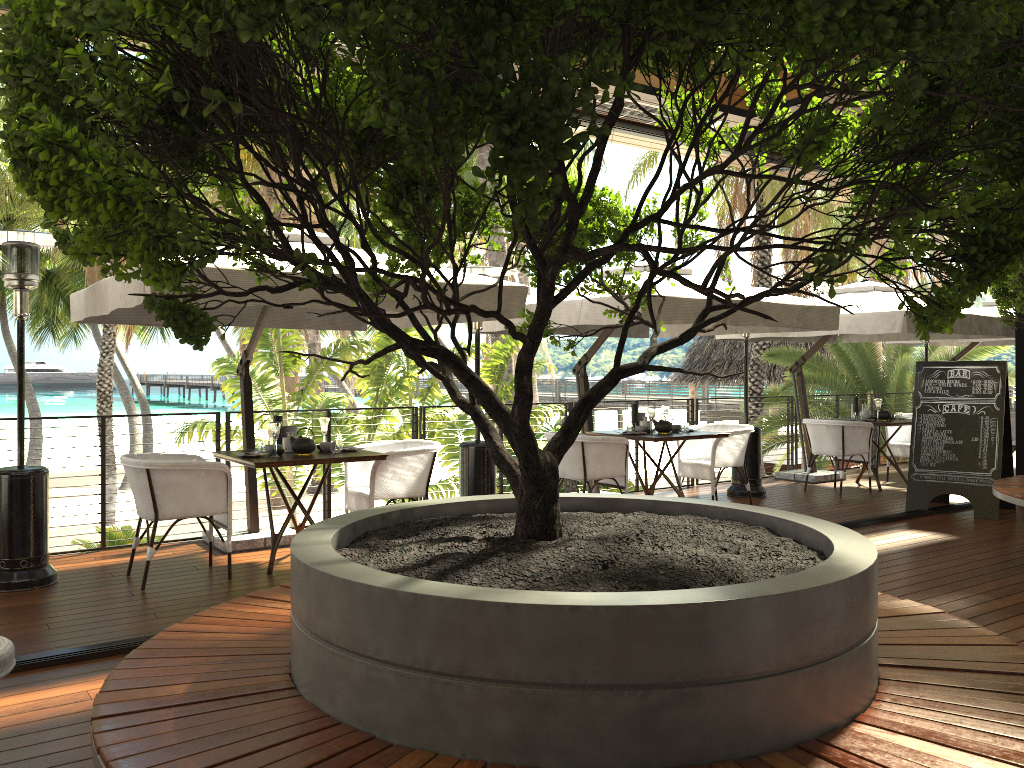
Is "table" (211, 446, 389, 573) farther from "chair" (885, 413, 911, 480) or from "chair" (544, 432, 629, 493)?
"chair" (885, 413, 911, 480)

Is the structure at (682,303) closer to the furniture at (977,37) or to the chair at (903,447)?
the furniture at (977,37)

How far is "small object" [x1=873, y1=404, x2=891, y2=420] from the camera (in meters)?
9.77

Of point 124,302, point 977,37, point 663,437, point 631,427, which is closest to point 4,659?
point 977,37

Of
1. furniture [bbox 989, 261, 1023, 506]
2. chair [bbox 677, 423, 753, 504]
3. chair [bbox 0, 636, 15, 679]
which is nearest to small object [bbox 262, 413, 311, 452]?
chair [bbox 677, 423, 753, 504]

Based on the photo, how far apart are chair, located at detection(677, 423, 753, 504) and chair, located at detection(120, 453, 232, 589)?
4.4m

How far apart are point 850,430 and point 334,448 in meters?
5.7

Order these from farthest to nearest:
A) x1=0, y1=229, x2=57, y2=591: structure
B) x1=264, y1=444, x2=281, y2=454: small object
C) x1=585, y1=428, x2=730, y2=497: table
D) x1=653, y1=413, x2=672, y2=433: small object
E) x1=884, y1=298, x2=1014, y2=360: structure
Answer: x1=884, y1=298, x2=1014, y2=360: structure, x1=653, y1=413, x2=672, y2=433: small object, x1=585, y1=428, x2=730, y2=497: table, x1=264, y1=444, x2=281, y2=454: small object, x1=0, y1=229, x2=57, y2=591: structure

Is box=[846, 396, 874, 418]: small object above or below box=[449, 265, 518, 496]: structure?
above

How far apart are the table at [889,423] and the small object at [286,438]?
6.3m
